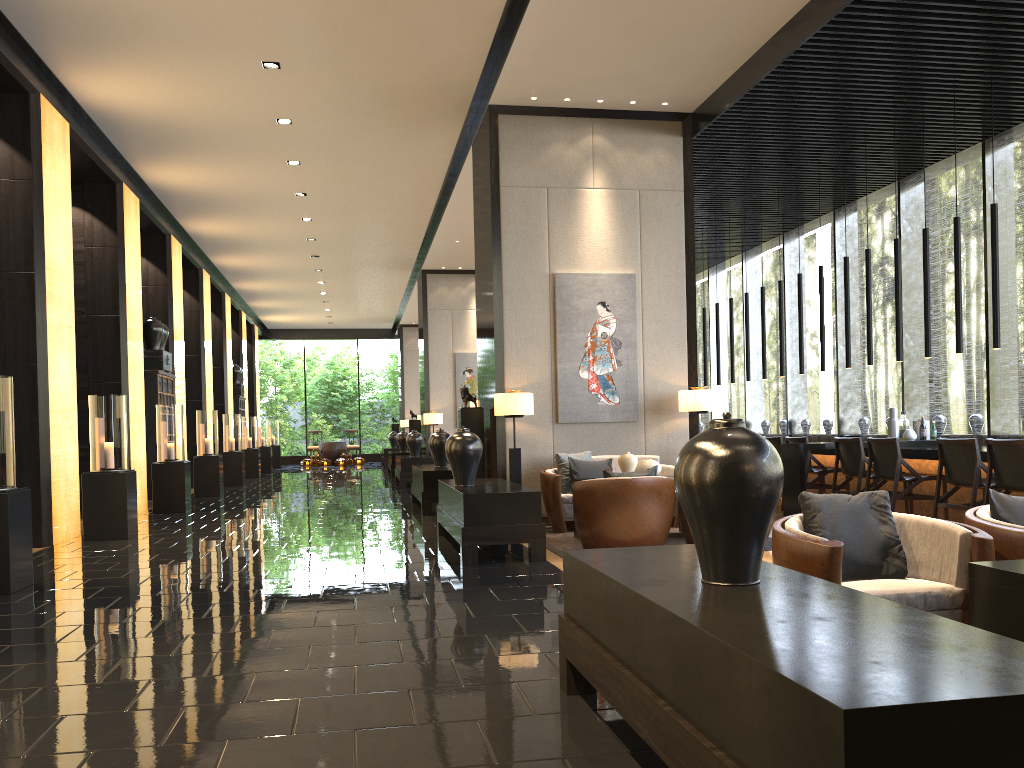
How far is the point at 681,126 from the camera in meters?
9.3 m

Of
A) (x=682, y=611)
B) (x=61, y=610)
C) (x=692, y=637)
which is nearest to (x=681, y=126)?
(x=61, y=610)

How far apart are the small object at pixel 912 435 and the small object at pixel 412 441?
9.0 meters

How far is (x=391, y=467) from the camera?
18.93m

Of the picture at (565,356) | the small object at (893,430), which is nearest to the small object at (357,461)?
the picture at (565,356)

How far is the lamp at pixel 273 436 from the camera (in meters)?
25.80

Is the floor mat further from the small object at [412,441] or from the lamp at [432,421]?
the lamp at [432,421]

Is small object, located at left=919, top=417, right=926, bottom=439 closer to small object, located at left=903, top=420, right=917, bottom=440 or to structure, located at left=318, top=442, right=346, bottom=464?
small object, located at left=903, top=420, right=917, bottom=440

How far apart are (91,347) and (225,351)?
8.91m

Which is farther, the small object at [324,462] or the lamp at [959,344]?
the small object at [324,462]
